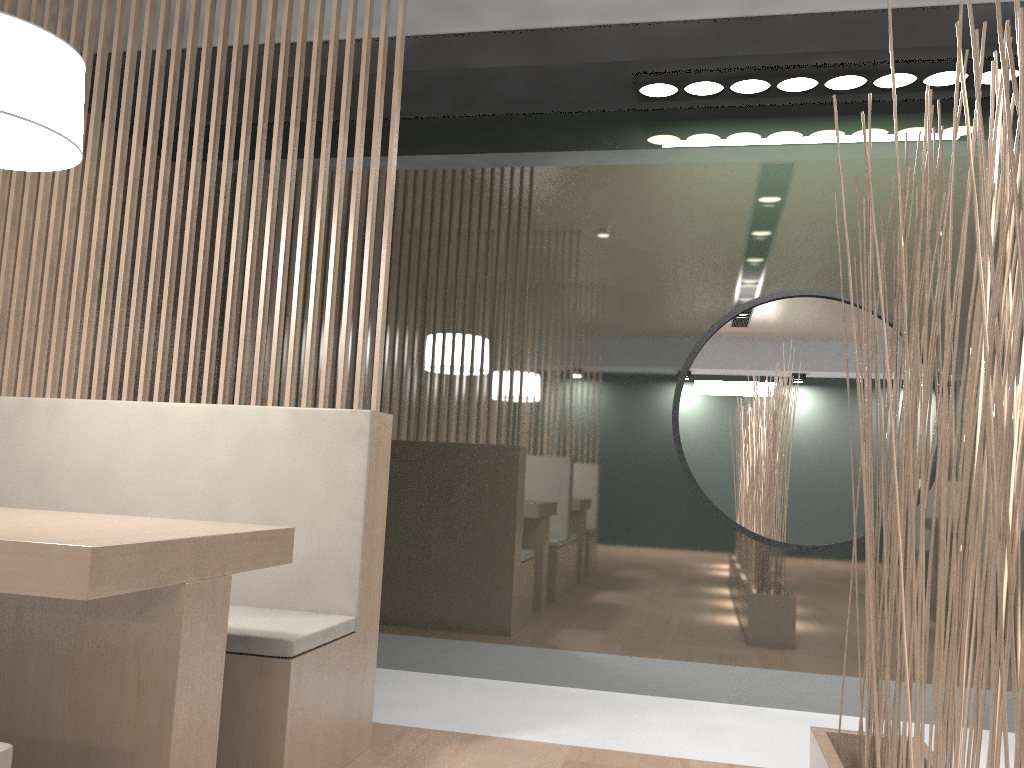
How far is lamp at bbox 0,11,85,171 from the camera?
1.1 meters

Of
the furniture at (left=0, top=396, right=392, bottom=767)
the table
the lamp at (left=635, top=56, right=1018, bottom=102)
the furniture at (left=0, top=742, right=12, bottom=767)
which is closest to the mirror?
the lamp at (left=635, top=56, right=1018, bottom=102)

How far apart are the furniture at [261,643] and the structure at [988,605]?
0.71m

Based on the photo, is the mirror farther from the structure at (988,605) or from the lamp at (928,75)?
the structure at (988,605)

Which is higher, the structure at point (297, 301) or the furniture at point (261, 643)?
the structure at point (297, 301)

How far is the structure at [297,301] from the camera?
1.6 meters

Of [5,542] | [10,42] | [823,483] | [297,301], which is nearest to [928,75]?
[823,483]

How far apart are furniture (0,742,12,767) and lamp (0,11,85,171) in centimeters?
74cm

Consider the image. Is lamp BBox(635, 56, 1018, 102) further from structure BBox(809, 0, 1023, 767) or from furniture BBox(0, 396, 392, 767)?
furniture BBox(0, 396, 392, 767)

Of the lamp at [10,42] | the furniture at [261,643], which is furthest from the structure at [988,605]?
the lamp at [10,42]
